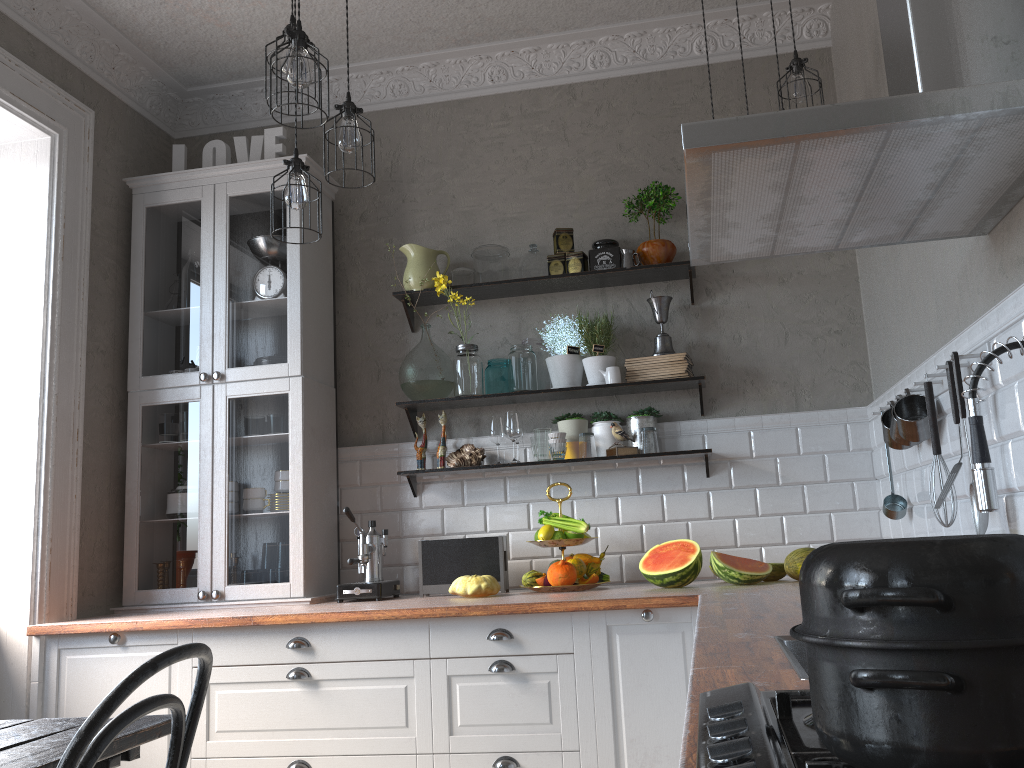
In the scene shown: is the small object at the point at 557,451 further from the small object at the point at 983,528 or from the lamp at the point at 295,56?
the lamp at the point at 295,56

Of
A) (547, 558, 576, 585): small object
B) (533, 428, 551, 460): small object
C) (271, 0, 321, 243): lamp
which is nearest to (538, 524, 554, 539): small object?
(547, 558, 576, 585): small object

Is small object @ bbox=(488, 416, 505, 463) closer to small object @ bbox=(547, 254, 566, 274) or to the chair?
small object @ bbox=(547, 254, 566, 274)

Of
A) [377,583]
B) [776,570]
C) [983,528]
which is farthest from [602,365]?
[983,528]

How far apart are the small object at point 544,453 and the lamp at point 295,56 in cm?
177

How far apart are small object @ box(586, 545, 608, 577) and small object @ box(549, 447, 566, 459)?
0.5m

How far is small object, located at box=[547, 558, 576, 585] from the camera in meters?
3.3

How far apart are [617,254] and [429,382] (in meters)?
0.97

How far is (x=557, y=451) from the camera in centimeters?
363cm

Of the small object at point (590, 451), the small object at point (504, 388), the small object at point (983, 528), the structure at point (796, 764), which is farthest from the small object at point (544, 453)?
the structure at point (796, 764)
